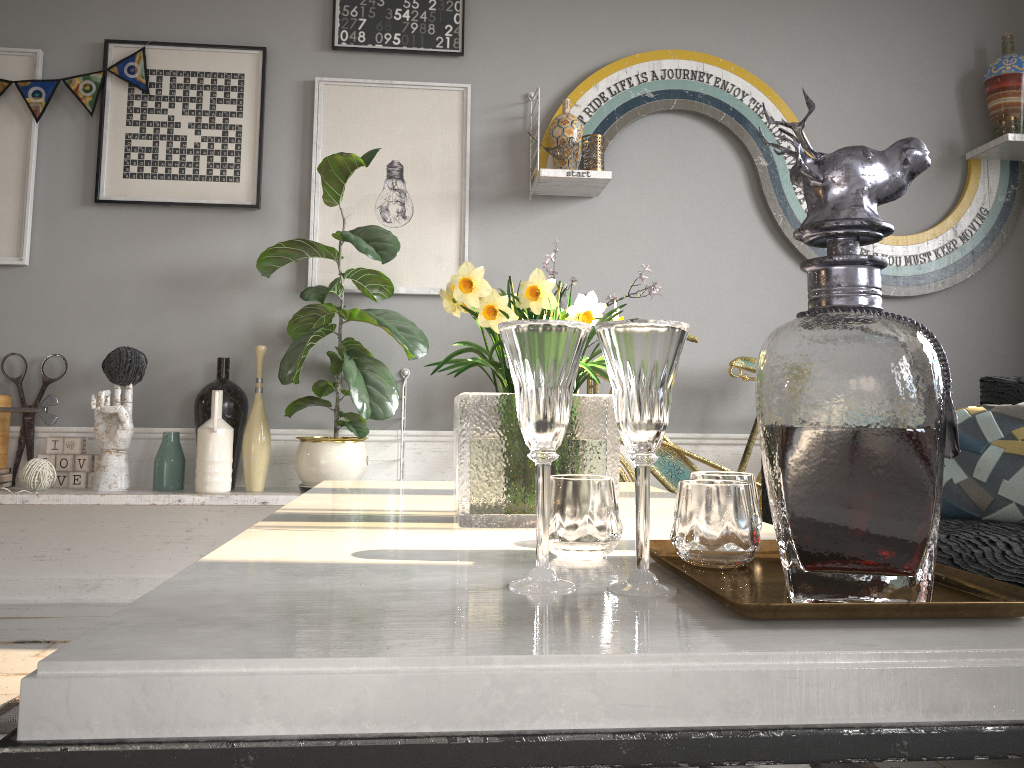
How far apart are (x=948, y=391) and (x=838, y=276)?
0.13m

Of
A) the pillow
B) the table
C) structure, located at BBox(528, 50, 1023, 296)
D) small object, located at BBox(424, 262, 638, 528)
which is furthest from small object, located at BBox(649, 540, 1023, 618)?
structure, located at BBox(528, 50, 1023, 296)

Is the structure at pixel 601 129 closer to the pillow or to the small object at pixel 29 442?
the pillow

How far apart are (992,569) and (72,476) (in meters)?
2.75

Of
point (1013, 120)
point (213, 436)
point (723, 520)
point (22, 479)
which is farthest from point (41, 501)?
point (1013, 120)

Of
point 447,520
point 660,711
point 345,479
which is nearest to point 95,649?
point 660,711

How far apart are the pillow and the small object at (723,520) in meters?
1.4 m

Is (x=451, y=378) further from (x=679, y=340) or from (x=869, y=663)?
(x=869, y=663)

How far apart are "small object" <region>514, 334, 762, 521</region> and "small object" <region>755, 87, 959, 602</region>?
2.15m

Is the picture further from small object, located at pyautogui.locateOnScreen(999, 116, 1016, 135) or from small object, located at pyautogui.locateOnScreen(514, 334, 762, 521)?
small object, located at pyautogui.locateOnScreen(999, 116, 1016, 135)
